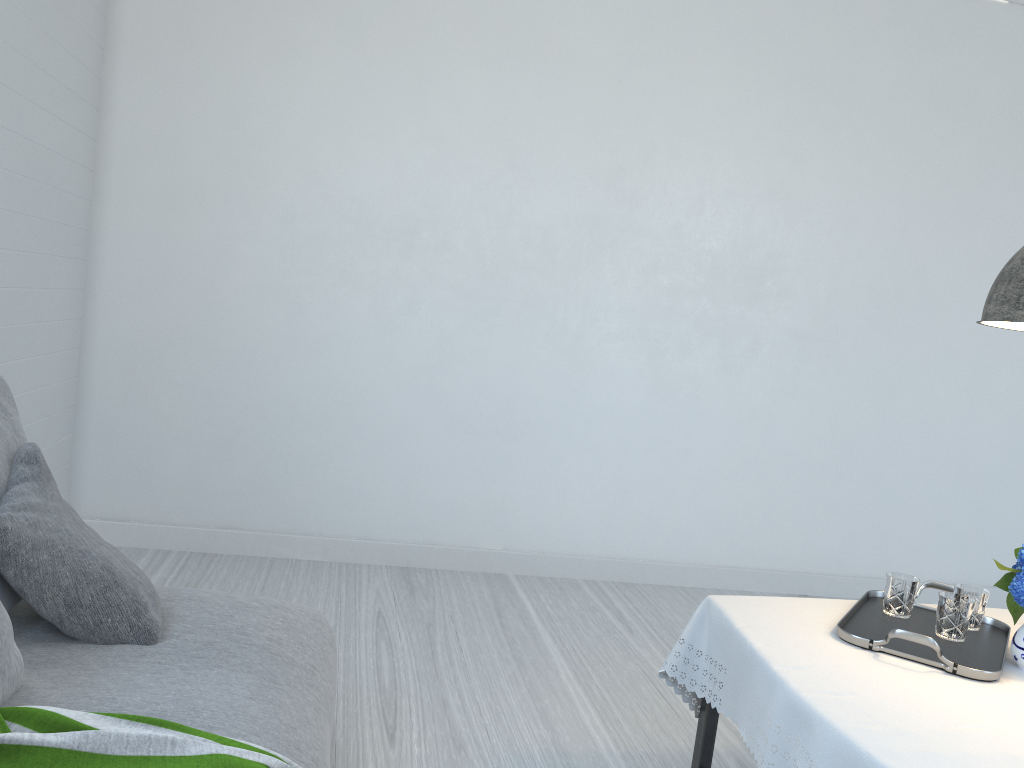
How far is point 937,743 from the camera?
1.8m

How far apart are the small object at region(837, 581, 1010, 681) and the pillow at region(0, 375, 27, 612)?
2.1 meters

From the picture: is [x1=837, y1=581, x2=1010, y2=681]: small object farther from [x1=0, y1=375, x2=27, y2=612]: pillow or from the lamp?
[x1=0, y1=375, x2=27, y2=612]: pillow

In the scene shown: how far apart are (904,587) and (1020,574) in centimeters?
38cm

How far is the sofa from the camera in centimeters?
189cm

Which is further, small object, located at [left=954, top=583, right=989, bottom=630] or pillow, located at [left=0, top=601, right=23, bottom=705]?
small object, located at [left=954, top=583, right=989, bottom=630]

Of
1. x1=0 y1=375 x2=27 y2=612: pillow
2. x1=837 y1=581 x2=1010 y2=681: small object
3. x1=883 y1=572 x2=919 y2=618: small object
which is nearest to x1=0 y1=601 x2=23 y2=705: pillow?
x1=0 y1=375 x2=27 y2=612: pillow

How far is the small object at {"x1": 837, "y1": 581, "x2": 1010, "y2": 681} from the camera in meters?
2.2

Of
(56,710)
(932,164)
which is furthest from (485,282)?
(56,710)

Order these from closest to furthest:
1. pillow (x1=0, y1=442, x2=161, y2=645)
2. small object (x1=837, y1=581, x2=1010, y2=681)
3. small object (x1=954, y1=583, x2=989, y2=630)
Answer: pillow (x1=0, y1=442, x2=161, y2=645), small object (x1=837, y1=581, x2=1010, y2=681), small object (x1=954, y1=583, x2=989, y2=630)
